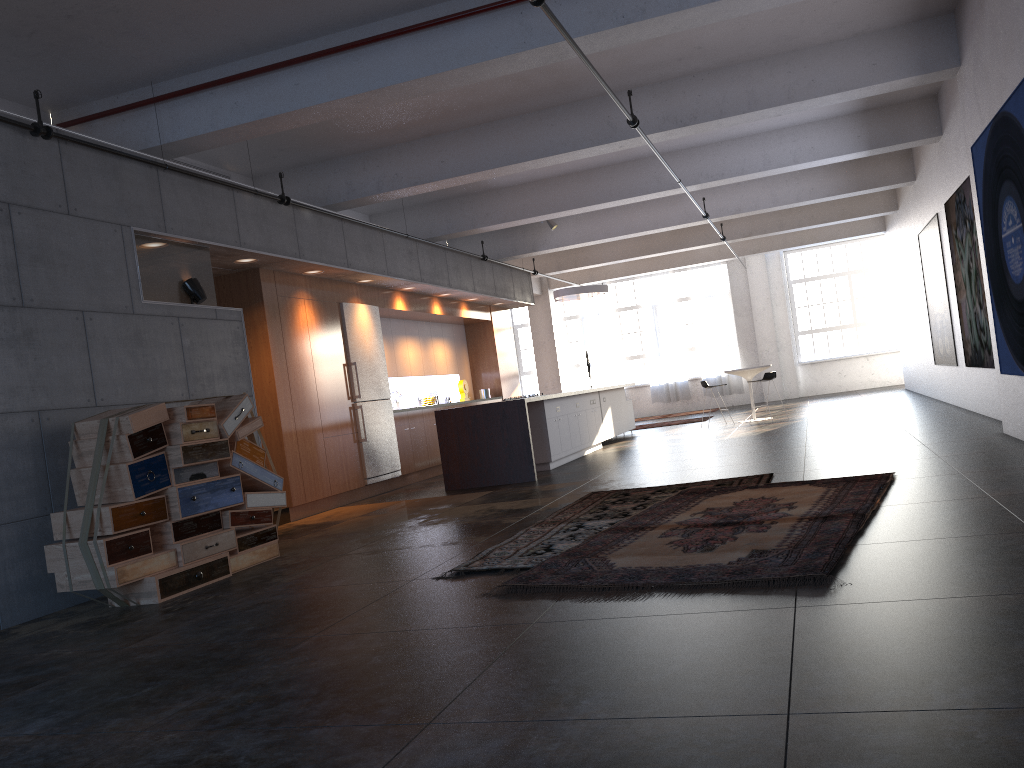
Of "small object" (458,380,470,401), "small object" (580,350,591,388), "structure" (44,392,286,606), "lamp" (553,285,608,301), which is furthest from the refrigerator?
"small object" (580,350,591,388)

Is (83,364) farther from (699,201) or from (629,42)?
(699,201)

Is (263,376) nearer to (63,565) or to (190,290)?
(190,290)

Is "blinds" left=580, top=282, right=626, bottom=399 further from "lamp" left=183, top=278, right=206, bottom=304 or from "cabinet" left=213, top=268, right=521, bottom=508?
"lamp" left=183, top=278, right=206, bottom=304

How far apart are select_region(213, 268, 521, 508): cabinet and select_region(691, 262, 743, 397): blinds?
7.6 meters

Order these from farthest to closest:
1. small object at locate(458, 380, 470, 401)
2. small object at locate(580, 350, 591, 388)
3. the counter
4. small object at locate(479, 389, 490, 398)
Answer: small object at locate(580, 350, 591, 388) → small object at locate(479, 389, 490, 398) → small object at locate(458, 380, 470, 401) → the counter

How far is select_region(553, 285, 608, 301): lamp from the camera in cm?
1563

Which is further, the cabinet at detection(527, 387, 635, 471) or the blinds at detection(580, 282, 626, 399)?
the blinds at detection(580, 282, 626, 399)

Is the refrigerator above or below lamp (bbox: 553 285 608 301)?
below

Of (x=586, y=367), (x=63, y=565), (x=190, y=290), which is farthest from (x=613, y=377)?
(x=63, y=565)
